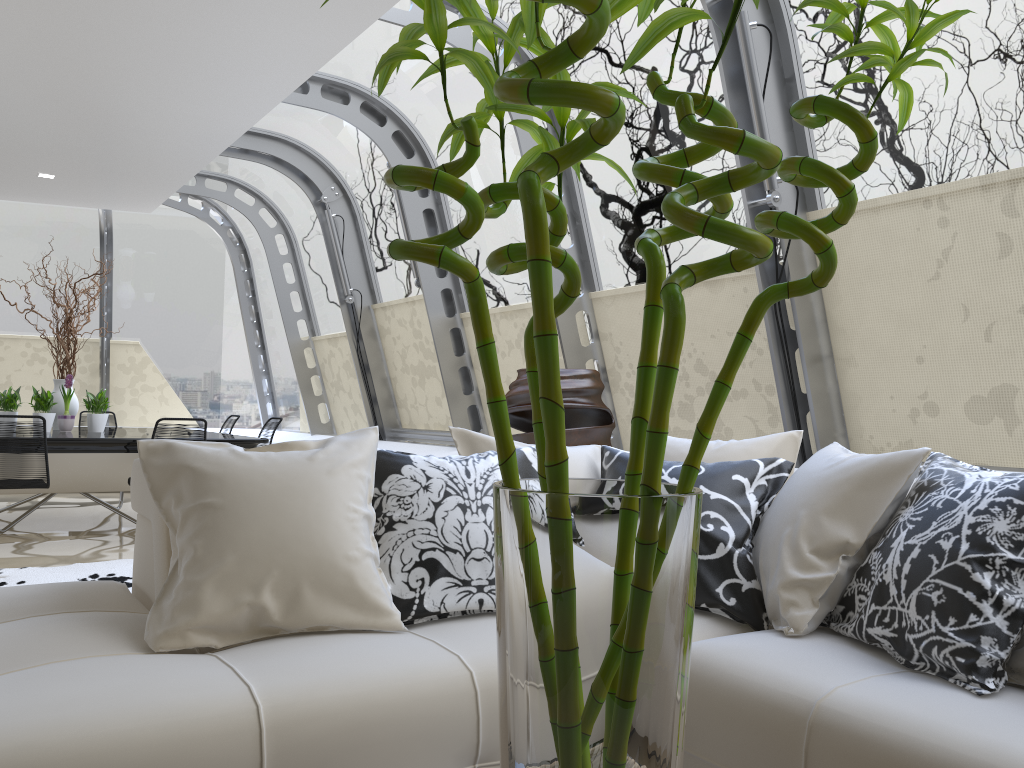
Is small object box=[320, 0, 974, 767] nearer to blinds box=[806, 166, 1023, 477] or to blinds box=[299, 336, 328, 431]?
blinds box=[806, 166, 1023, 477]

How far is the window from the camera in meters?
3.5

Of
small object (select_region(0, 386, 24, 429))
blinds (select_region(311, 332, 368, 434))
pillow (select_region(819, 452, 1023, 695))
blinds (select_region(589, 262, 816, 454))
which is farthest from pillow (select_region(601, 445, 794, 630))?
small object (select_region(0, 386, 24, 429))

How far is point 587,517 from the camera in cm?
76

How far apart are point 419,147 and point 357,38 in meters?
1.1 m

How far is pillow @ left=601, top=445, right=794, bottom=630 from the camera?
2.3m

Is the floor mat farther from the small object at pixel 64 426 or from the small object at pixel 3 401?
the small object at pixel 3 401

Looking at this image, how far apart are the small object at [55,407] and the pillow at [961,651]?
6.8 meters

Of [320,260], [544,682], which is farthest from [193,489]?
[320,260]

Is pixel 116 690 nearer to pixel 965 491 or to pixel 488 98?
pixel 488 98
